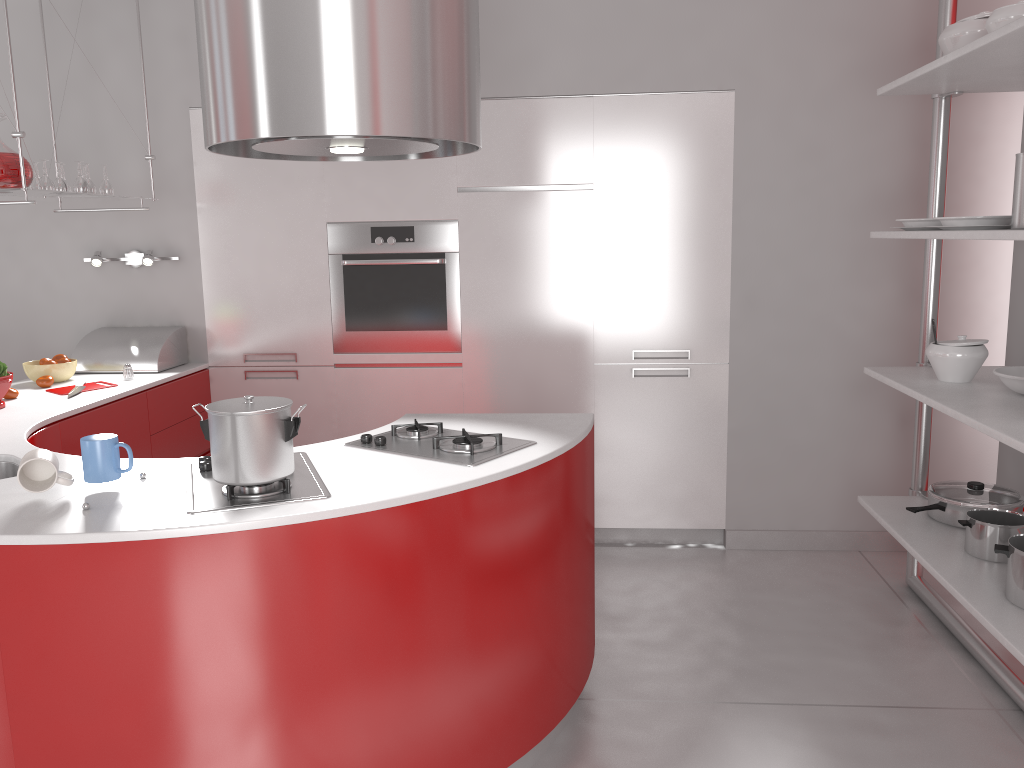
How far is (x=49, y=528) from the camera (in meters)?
1.78

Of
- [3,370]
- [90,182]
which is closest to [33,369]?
[3,370]

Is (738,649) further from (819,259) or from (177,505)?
(177,505)

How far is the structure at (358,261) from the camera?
3.98m

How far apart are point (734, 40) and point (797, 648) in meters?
2.5

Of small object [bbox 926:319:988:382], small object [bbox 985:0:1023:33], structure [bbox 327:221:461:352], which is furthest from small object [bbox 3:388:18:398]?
small object [bbox 985:0:1023:33]

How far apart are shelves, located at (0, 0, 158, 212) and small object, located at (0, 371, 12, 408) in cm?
62

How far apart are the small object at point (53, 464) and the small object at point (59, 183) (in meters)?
1.97

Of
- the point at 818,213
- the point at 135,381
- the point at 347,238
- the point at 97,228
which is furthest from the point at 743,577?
the point at 97,228

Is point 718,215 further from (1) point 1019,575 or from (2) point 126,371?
(2) point 126,371
